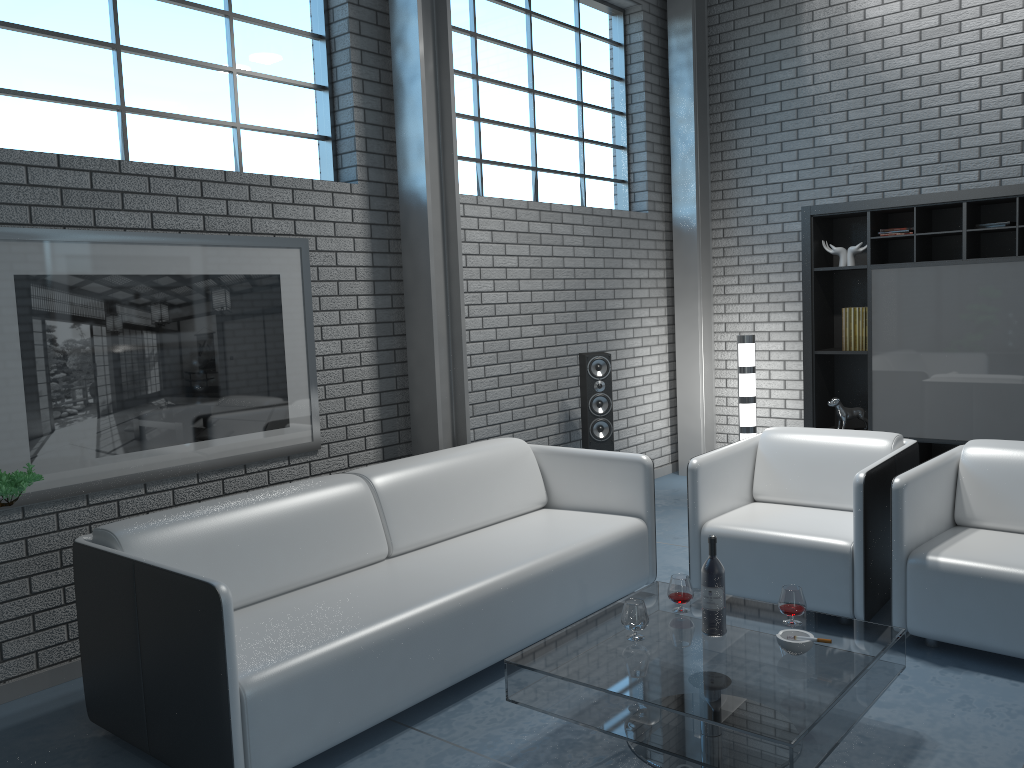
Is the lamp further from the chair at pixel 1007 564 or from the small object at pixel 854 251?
the chair at pixel 1007 564

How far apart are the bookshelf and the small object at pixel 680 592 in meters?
3.1 m

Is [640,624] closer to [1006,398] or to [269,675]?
[269,675]

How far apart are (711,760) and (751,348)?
3.9 meters

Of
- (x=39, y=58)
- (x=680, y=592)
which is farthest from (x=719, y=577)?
(x=39, y=58)

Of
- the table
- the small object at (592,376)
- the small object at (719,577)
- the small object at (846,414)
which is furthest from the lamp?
the small object at (719,577)

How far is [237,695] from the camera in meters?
2.4

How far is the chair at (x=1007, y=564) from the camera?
3.1 meters

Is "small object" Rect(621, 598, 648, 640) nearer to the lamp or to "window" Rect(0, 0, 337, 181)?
"window" Rect(0, 0, 337, 181)

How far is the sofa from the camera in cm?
248
